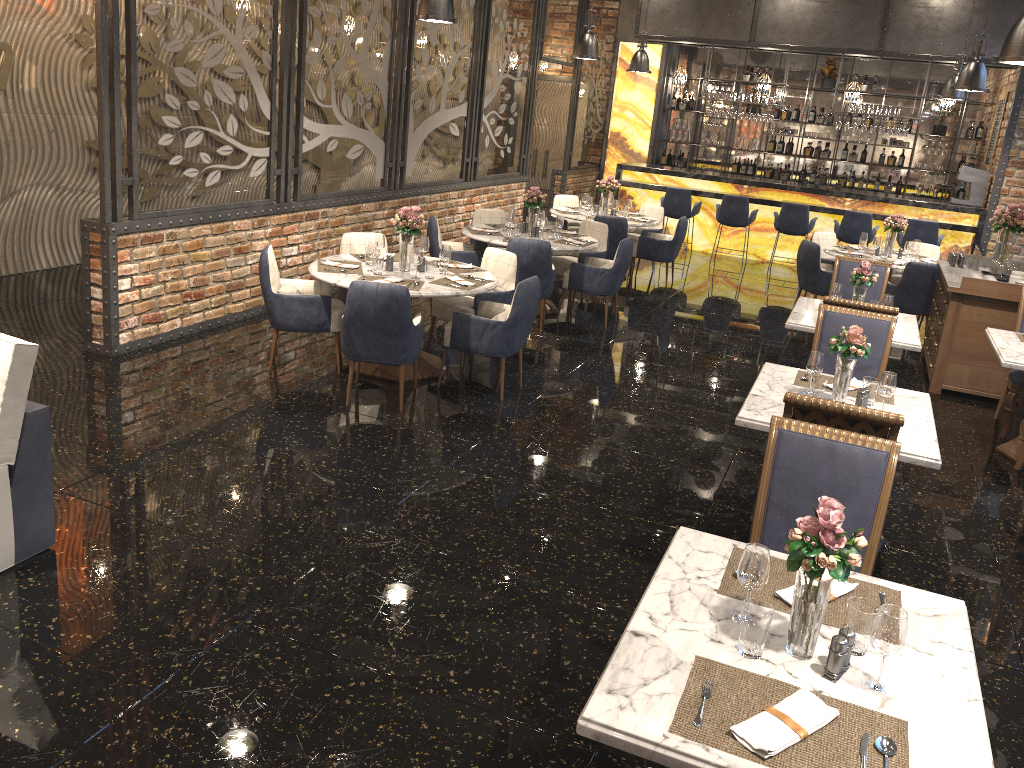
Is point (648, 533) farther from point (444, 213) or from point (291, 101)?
point (444, 213)

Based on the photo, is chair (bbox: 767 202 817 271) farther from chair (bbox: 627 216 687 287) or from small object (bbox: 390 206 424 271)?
small object (bbox: 390 206 424 271)

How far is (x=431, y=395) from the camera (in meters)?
6.17

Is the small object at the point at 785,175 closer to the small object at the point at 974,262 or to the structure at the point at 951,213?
the structure at the point at 951,213

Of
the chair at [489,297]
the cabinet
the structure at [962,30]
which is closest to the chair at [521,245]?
the chair at [489,297]

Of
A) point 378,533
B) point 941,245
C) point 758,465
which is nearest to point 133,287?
point 378,533

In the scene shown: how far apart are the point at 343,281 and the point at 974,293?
5.0 meters

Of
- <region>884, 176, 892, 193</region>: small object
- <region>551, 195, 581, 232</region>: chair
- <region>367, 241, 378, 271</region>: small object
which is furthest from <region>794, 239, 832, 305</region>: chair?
<region>884, 176, 892, 193</region>: small object

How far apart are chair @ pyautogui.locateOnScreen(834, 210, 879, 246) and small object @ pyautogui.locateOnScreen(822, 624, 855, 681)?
10.8m

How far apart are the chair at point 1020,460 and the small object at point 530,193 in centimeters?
471cm
